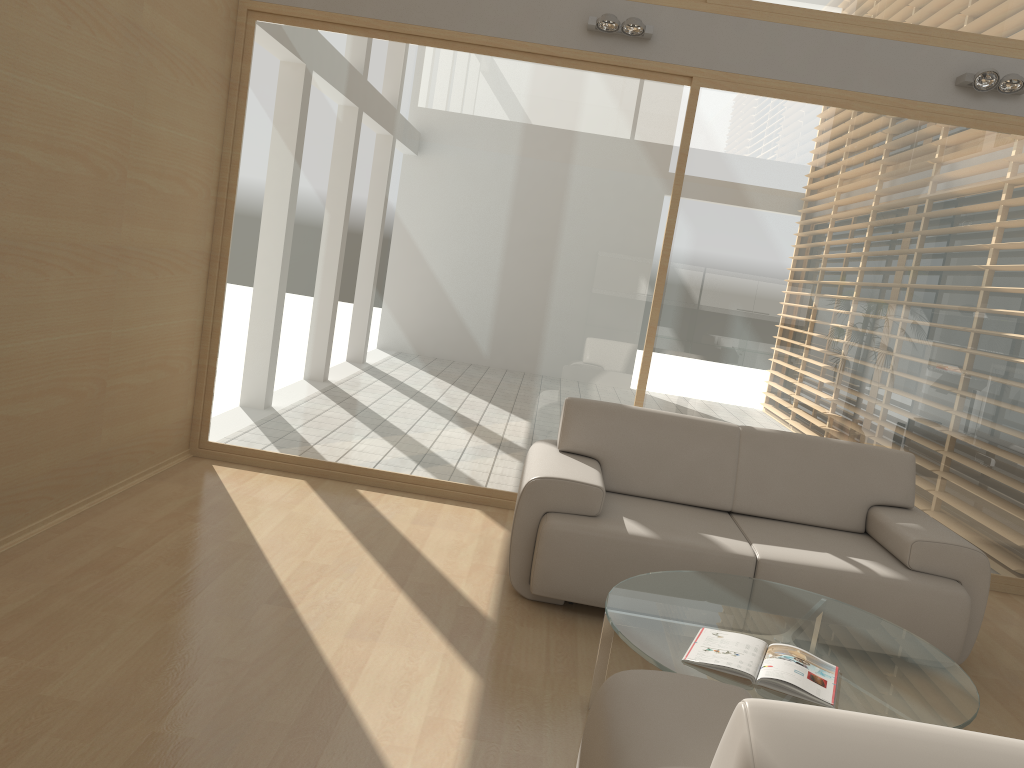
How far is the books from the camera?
2.55m

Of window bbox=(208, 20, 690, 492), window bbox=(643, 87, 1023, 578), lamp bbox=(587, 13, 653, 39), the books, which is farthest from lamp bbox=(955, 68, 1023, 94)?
the books

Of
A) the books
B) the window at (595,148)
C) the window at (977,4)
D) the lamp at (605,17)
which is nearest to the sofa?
the window at (595,148)

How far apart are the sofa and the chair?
1.7 meters

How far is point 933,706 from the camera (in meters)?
2.62

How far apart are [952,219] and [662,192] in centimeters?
164cm

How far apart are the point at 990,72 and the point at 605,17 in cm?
210

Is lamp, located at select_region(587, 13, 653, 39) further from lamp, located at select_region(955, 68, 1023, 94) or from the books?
the books

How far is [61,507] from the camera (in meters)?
4.03

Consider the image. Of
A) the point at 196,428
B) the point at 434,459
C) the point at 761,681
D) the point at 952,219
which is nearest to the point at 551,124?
the point at 434,459
